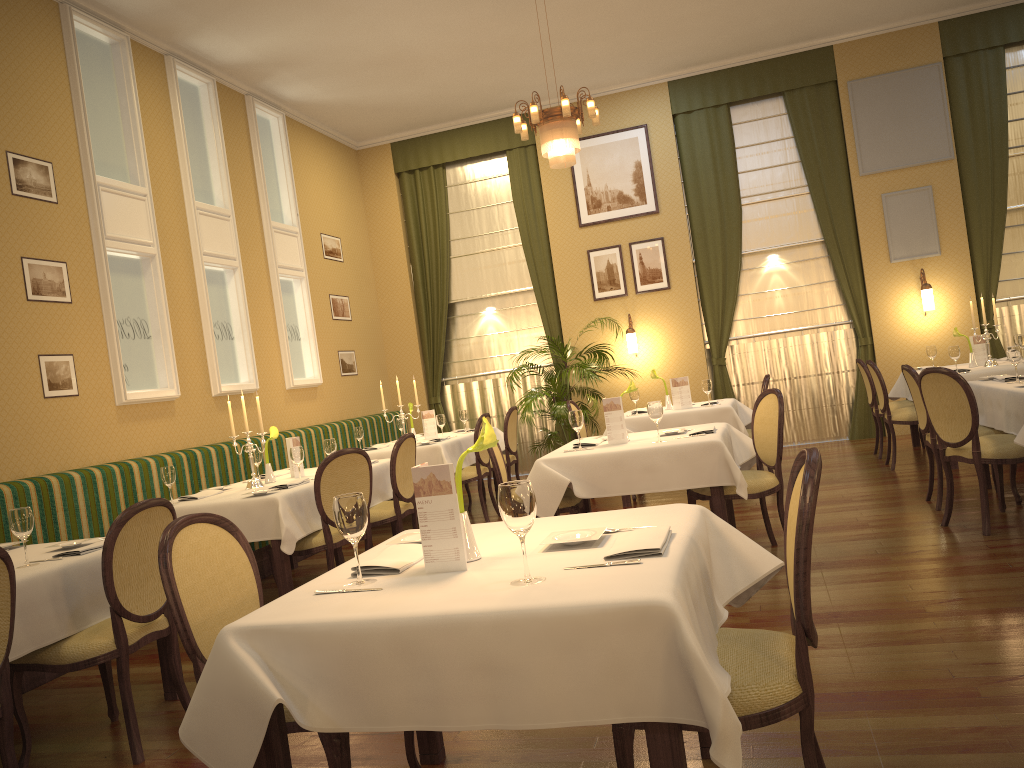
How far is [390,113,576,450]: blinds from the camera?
10.86m

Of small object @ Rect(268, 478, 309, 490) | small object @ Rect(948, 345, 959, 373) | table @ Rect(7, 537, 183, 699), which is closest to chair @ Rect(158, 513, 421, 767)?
table @ Rect(7, 537, 183, 699)

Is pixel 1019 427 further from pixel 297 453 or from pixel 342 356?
pixel 342 356

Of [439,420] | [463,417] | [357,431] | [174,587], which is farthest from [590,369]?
[174,587]

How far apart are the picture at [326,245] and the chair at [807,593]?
8.53m

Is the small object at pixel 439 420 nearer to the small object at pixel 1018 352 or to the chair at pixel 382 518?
the chair at pixel 382 518

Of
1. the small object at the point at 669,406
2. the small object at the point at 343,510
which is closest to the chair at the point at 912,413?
the small object at the point at 669,406

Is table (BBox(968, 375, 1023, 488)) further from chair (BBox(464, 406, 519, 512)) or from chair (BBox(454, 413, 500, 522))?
chair (BBox(464, 406, 519, 512))

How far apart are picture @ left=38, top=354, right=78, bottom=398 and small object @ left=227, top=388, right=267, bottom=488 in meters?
1.4 m

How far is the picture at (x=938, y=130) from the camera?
9.6 meters
